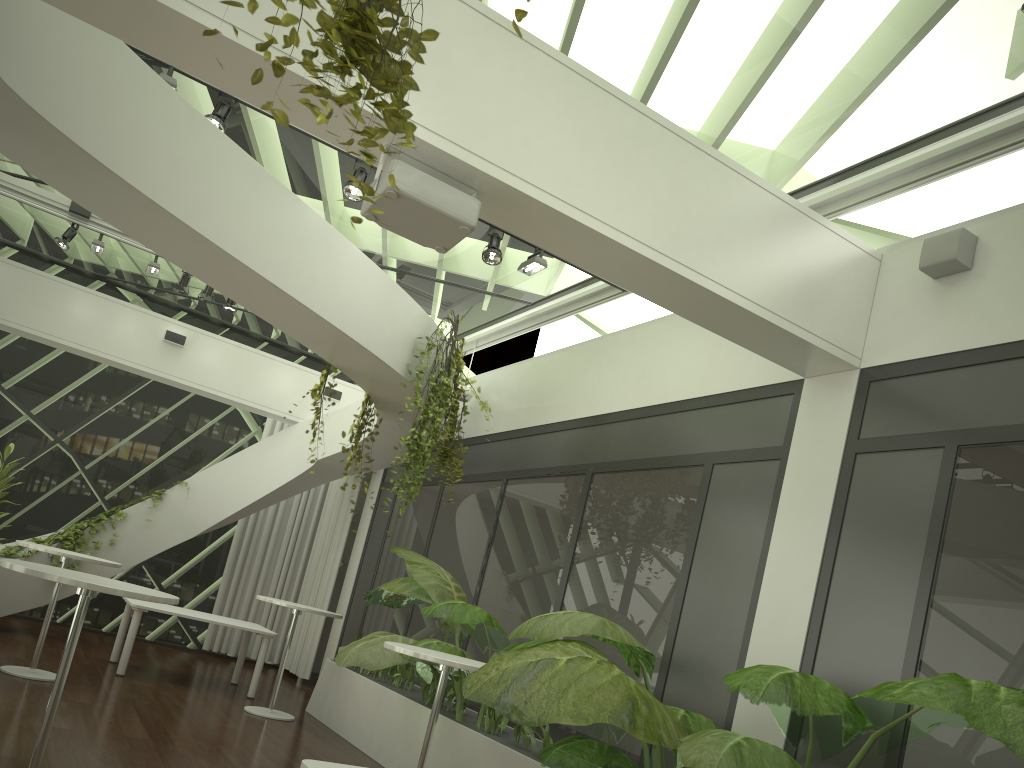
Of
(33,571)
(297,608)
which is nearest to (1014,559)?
(33,571)

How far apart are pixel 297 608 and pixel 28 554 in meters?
3.7

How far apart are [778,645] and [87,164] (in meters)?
4.48

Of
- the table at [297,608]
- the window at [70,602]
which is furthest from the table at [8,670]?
the window at [70,602]

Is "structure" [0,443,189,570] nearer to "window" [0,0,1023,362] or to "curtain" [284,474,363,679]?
"curtain" [284,474,363,679]

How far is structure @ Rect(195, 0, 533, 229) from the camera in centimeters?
220cm

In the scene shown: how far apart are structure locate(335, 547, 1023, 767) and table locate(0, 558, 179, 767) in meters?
1.6 m

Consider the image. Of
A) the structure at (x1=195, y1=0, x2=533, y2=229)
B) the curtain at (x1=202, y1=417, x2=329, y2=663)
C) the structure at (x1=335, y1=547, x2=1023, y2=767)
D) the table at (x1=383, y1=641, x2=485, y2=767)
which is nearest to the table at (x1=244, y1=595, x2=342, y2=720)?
the structure at (x1=335, y1=547, x2=1023, y2=767)

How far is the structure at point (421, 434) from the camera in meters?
7.2

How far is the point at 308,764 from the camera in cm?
295
